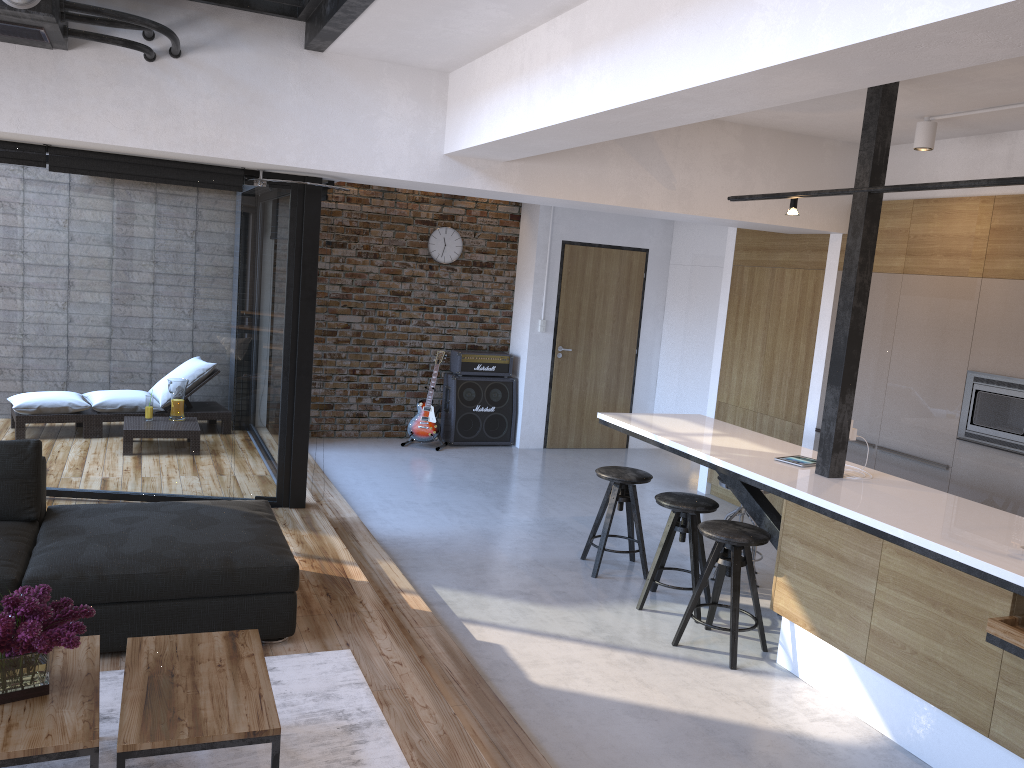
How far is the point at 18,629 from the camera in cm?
230

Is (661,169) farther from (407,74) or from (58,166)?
(58,166)

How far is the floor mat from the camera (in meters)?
2.80

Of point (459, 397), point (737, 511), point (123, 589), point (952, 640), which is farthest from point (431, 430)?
point (952, 640)

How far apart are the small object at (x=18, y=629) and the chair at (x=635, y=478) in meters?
3.4

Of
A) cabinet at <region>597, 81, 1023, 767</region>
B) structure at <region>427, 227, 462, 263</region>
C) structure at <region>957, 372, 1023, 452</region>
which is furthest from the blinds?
structure at <region>957, 372, 1023, 452</region>

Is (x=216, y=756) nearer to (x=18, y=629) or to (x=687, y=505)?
(x=18, y=629)

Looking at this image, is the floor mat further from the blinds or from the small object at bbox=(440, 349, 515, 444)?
the small object at bbox=(440, 349, 515, 444)

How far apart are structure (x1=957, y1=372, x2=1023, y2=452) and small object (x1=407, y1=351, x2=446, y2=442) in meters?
4.8

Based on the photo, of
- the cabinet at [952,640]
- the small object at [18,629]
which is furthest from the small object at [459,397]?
the small object at [18,629]
